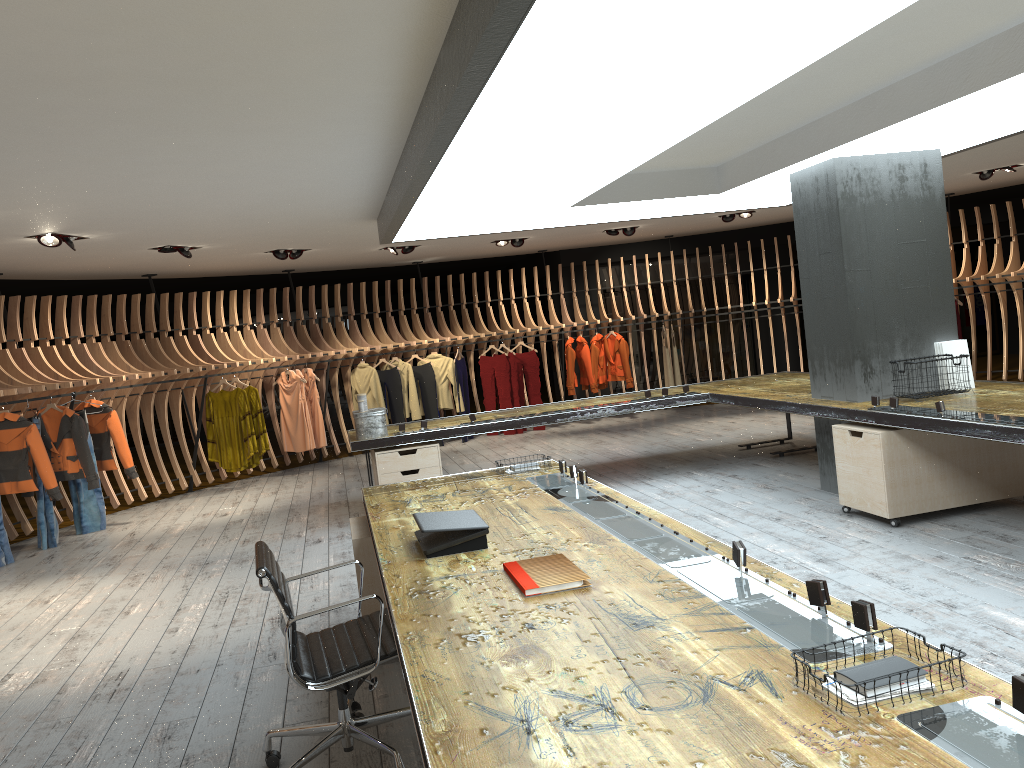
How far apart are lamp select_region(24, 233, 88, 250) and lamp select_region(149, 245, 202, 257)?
1.28m

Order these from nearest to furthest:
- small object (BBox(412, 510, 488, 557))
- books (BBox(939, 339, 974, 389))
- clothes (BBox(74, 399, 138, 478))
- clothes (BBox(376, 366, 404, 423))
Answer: small object (BBox(412, 510, 488, 557)), books (BBox(939, 339, 974, 389)), clothes (BBox(74, 399, 138, 478)), clothes (BBox(376, 366, 404, 423))

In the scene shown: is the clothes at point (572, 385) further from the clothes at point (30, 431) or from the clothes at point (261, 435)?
the clothes at point (30, 431)

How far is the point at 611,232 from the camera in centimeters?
1228cm

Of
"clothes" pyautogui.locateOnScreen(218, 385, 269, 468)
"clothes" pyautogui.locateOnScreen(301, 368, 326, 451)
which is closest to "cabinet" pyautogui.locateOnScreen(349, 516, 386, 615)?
"clothes" pyautogui.locateOnScreen(218, 385, 269, 468)

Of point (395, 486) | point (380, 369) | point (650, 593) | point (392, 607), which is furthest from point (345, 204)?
point (380, 369)

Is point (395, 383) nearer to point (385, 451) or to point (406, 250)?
point (406, 250)

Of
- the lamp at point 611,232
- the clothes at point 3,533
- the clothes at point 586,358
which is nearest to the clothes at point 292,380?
the clothes at point 3,533

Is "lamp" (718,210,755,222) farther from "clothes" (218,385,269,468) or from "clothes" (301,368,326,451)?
"clothes" (218,385,269,468)

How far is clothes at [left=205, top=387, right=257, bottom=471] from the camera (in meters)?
10.85
